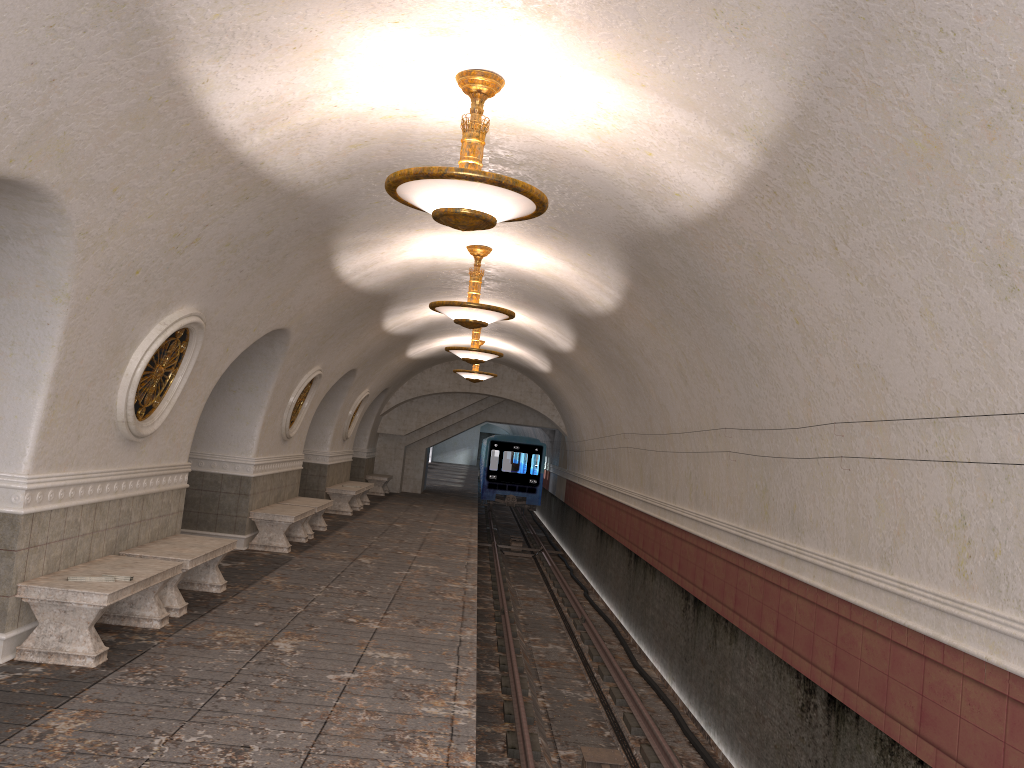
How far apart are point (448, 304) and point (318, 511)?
5.3m

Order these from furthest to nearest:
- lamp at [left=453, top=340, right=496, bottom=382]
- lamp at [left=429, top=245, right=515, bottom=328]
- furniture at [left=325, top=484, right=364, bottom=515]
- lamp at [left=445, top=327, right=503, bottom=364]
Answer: lamp at [left=453, top=340, right=496, bottom=382] → furniture at [left=325, top=484, right=364, bottom=515] → lamp at [left=445, top=327, right=503, bottom=364] → lamp at [left=429, top=245, right=515, bottom=328]

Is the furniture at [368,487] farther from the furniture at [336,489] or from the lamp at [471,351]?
the lamp at [471,351]

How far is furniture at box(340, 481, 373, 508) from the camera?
20.0m

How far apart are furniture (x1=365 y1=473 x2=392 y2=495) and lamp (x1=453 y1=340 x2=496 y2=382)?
5.76m

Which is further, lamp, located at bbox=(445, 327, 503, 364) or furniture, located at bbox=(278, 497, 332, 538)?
lamp, located at bbox=(445, 327, 503, 364)

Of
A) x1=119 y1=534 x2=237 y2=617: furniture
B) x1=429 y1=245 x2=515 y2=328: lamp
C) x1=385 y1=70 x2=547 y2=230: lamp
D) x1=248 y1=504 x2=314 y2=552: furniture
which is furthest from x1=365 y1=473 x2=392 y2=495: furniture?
x1=385 y1=70 x2=547 y2=230: lamp

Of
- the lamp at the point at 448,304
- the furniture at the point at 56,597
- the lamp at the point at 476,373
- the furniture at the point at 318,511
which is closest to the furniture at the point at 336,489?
the furniture at the point at 318,511

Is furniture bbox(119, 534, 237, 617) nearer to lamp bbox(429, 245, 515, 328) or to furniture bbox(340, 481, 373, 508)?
lamp bbox(429, 245, 515, 328)

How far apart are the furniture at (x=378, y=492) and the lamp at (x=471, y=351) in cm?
1006
